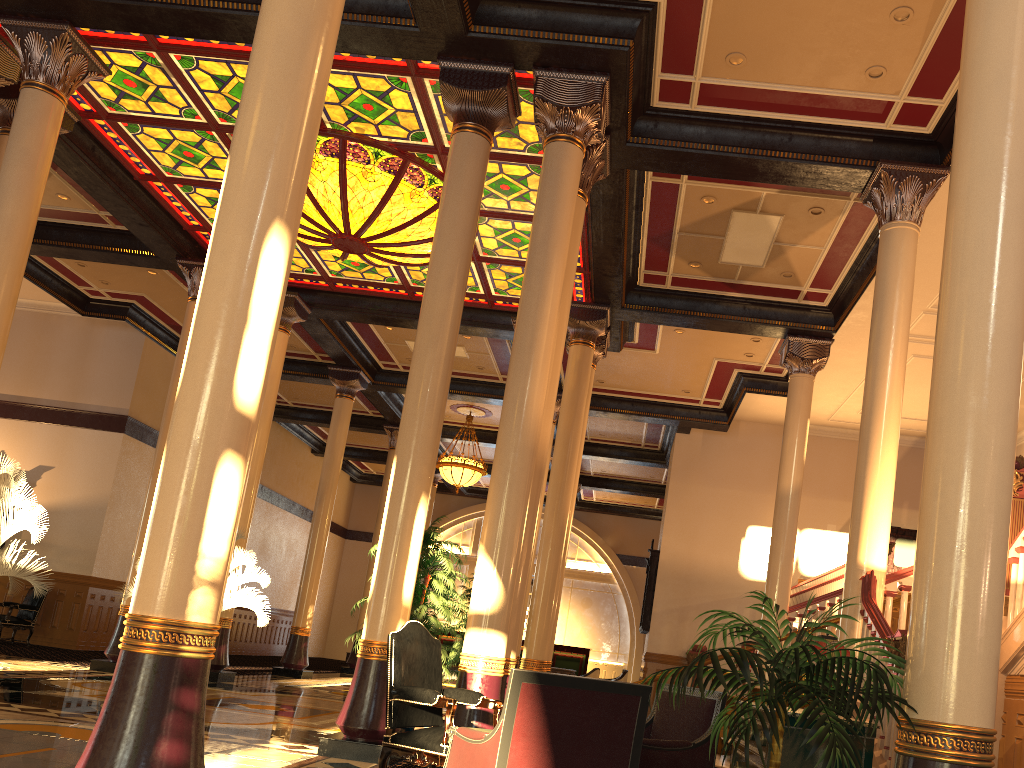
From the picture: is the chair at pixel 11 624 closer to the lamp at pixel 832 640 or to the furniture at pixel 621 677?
the furniture at pixel 621 677

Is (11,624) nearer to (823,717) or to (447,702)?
(447,702)

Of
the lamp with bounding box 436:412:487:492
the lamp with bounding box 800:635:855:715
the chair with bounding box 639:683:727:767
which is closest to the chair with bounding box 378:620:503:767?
the chair with bounding box 639:683:727:767

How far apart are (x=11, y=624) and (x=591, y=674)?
9.78m

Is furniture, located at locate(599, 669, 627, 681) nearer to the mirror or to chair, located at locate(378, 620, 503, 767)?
the mirror

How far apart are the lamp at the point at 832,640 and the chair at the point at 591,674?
10.8 meters

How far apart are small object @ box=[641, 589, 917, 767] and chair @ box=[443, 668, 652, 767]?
0.1 meters

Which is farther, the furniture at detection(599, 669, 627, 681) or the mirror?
the mirror

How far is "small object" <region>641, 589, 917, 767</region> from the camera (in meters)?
3.02

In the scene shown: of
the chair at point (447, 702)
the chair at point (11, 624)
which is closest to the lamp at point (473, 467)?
the chair at point (11, 624)
